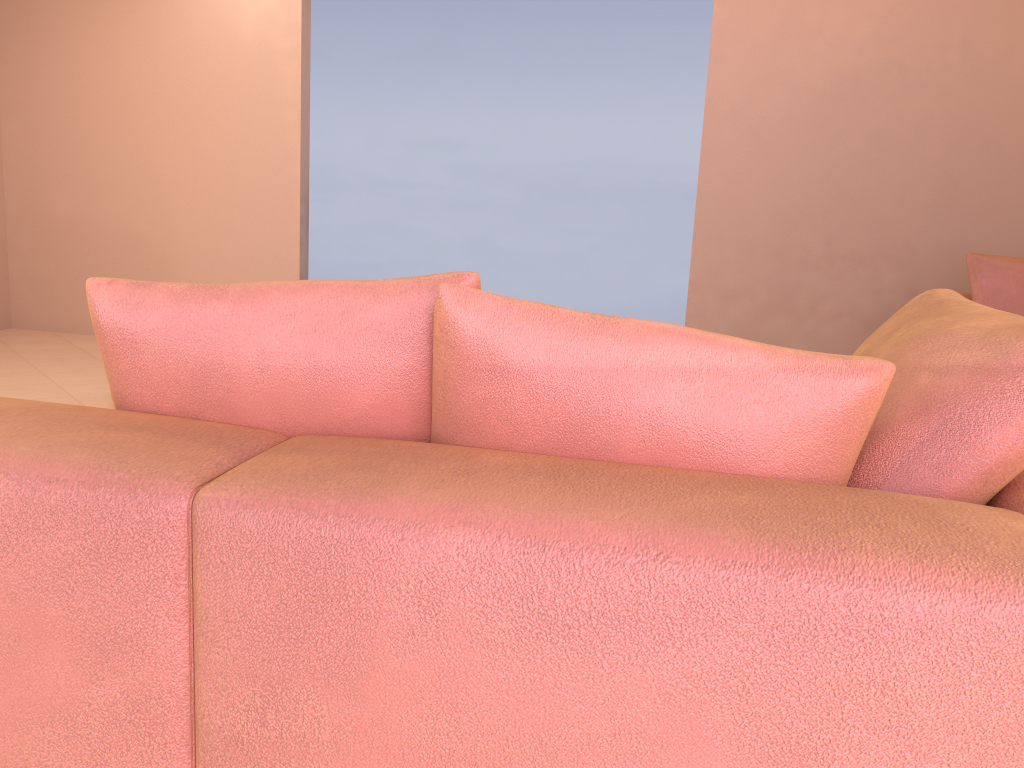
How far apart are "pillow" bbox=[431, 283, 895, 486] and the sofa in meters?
0.0

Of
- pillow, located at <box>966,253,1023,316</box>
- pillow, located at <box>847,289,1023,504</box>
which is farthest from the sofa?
pillow, located at <box>966,253,1023,316</box>

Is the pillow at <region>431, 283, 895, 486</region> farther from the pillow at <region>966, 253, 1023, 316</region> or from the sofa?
the pillow at <region>966, 253, 1023, 316</region>

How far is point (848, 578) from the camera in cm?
68

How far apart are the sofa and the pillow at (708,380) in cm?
2

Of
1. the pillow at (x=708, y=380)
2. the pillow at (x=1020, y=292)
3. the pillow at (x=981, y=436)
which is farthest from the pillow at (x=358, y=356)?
the pillow at (x=1020, y=292)

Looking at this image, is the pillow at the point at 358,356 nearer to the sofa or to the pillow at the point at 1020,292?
the sofa

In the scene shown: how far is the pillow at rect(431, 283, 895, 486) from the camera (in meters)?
0.88

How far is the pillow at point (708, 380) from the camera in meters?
0.9

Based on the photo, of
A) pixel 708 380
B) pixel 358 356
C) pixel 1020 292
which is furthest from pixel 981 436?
pixel 1020 292
